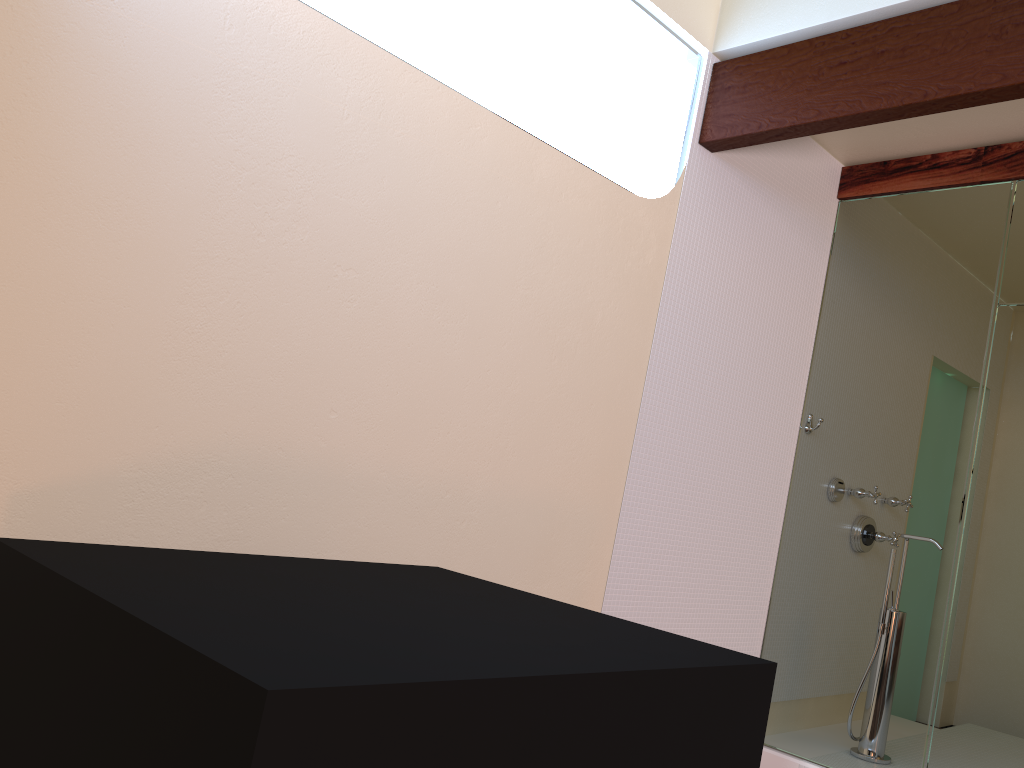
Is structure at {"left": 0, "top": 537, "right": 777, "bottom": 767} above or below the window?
below

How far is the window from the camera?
2.89m

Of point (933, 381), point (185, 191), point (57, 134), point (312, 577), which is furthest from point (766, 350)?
point (57, 134)

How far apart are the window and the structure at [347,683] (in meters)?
1.72

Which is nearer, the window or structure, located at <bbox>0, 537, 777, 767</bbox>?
structure, located at <bbox>0, 537, 777, 767</bbox>

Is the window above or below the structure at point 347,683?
→ above

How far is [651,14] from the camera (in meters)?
2.89

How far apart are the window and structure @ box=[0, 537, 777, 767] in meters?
1.7 m

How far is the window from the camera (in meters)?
2.89

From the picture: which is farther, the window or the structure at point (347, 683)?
the window
